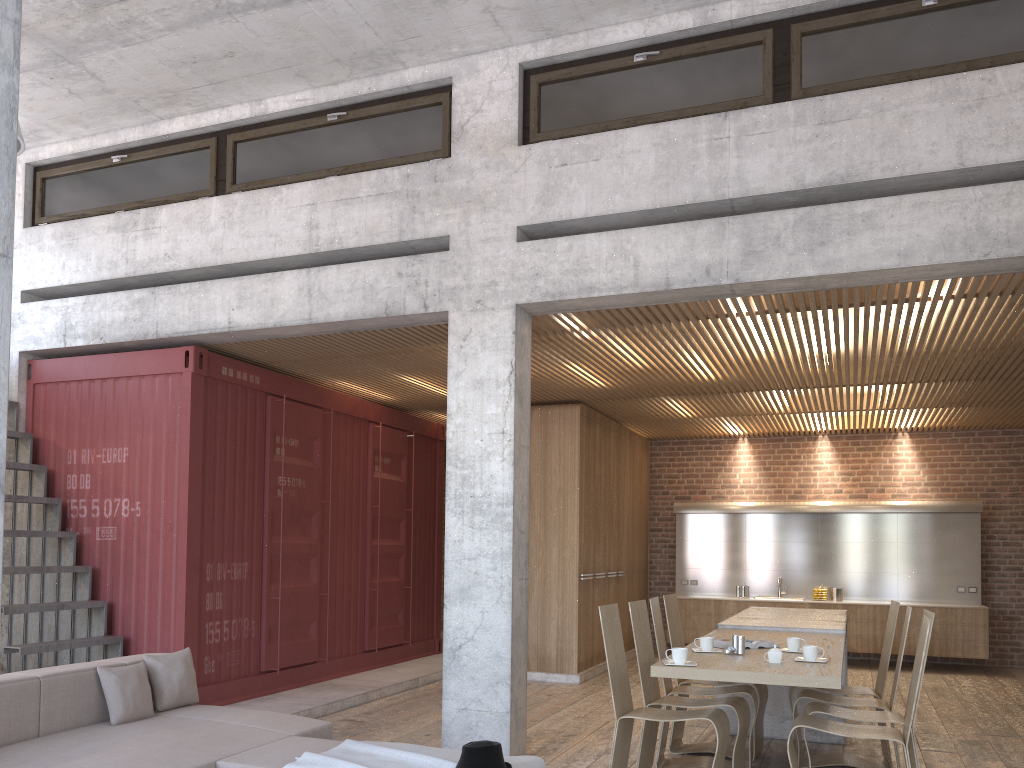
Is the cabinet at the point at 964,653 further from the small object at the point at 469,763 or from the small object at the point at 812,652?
the small object at the point at 469,763

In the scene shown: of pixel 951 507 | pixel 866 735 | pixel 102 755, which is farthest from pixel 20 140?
pixel 951 507

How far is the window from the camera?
5.66m

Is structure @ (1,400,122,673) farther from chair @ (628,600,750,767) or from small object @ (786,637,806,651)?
small object @ (786,637,806,651)

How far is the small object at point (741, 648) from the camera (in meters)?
5.31

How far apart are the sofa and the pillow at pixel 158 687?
0.1m

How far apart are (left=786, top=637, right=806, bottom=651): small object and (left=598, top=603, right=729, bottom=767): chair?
0.8m

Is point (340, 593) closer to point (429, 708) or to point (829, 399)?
point (429, 708)

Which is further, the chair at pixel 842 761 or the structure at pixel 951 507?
the structure at pixel 951 507

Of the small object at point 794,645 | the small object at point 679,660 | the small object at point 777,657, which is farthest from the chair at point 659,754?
the small object at point 679,660
